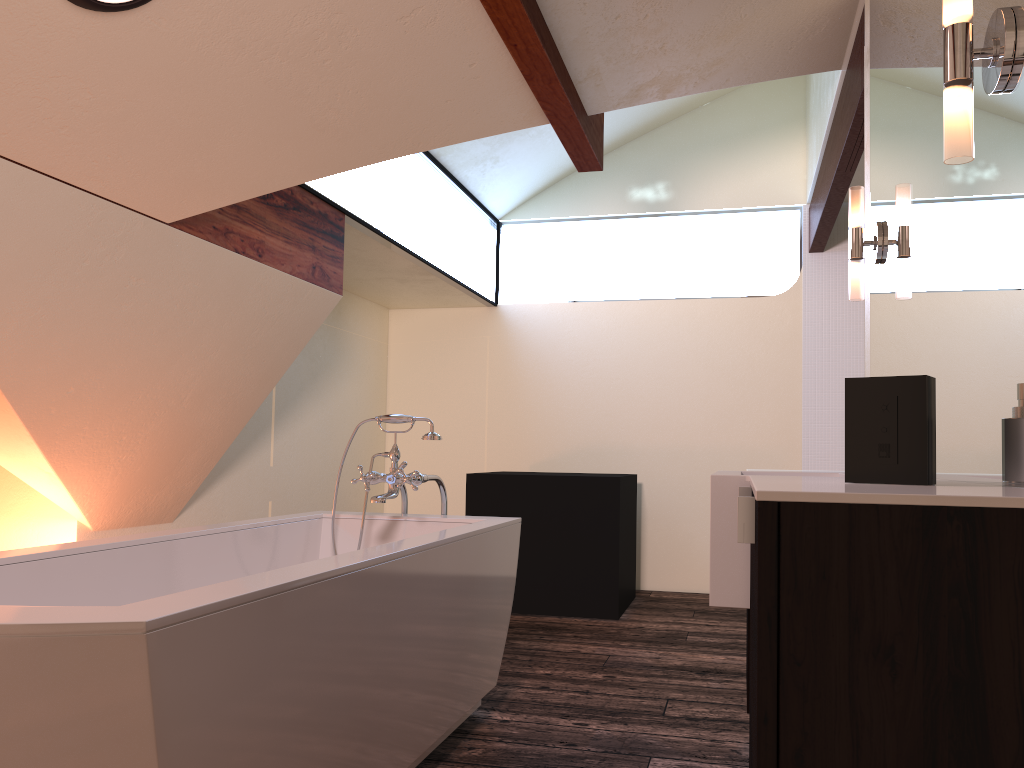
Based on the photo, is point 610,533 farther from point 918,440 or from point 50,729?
point 50,729

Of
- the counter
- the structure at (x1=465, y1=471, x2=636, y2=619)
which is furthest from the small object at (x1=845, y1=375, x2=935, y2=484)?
the structure at (x1=465, y1=471, x2=636, y2=619)

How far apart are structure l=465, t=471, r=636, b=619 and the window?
1.17m

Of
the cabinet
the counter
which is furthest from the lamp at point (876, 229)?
the cabinet

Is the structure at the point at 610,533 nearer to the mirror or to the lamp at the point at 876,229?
the mirror

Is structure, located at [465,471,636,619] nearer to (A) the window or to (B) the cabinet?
(A) the window

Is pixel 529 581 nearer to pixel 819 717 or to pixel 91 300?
pixel 91 300

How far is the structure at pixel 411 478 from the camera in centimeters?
293cm

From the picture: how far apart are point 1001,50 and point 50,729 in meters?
1.7 m

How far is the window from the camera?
4.1 meters
